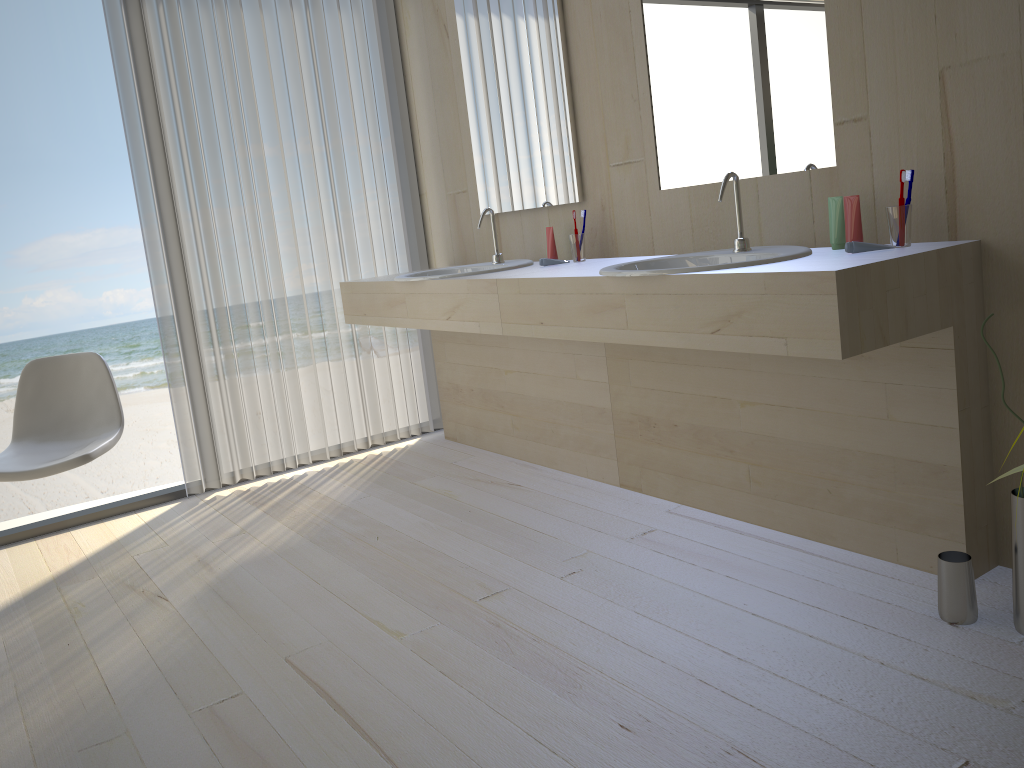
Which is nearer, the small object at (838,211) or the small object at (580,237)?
the small object at (838,211)

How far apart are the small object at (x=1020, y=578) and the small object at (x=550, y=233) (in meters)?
1.62

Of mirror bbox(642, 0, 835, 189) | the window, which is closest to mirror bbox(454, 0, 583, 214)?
mirror bbox(642, 0, 835, 189)

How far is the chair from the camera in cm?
276

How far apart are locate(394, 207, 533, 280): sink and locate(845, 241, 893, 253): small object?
1.31m

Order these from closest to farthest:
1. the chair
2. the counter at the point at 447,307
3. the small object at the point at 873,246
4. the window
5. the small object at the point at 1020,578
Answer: the small object at the point at 1020,578
the small object at the point at 873,246
the chair
the counter at the point at 447,307
the window

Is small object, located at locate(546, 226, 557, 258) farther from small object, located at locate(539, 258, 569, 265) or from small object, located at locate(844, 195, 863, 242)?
small object, located at locate(844, 195, 863, 242)

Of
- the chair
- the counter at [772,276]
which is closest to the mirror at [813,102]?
the counter at [772,276]

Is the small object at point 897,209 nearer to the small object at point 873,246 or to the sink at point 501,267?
the small object at point 873,246

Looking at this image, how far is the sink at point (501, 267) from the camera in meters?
3.1 m
